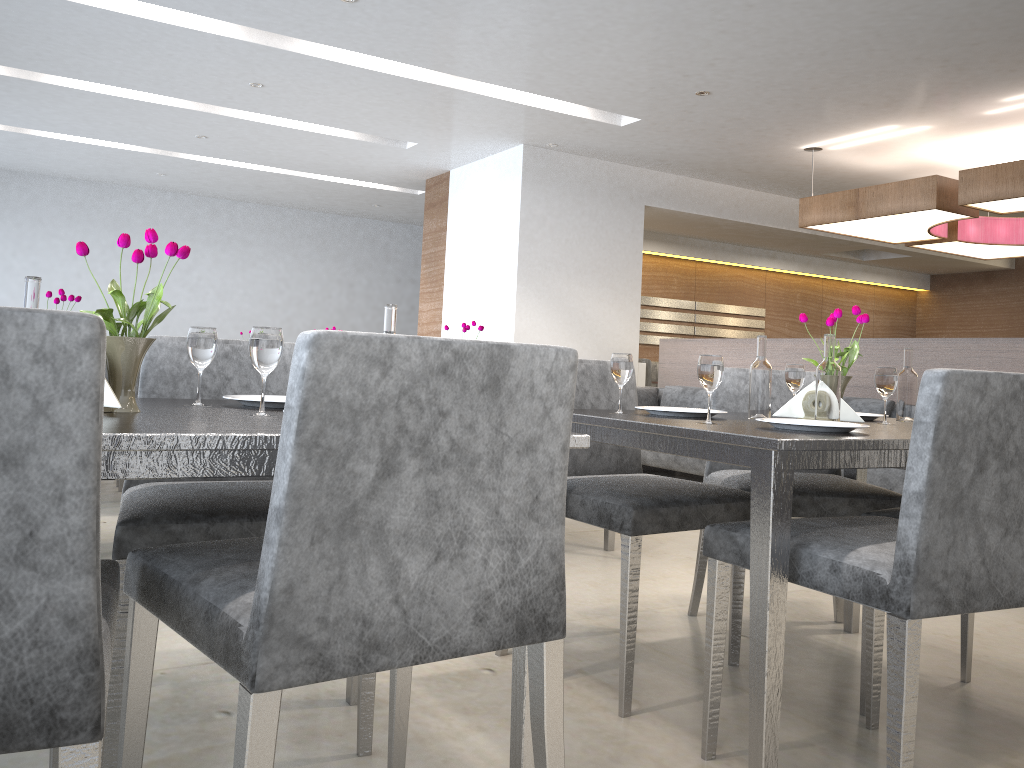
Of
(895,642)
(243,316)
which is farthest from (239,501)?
(243,316)

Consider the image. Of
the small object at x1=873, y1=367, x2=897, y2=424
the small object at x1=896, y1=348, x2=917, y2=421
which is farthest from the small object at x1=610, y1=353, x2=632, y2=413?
the small object at x1=896, y1=348, x2=917, y2=421

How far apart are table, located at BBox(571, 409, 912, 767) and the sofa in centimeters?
179cm

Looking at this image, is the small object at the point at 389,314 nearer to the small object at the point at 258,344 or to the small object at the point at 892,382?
the small object at the point at 258,344

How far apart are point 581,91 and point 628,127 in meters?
0.9

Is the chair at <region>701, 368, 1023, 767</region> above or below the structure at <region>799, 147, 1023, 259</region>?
below

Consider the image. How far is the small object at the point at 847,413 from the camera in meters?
2.0

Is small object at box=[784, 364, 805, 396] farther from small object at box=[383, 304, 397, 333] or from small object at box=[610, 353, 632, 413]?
small object at box=[383, 304, 397, 333]

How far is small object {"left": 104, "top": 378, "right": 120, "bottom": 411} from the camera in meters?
1.3 m

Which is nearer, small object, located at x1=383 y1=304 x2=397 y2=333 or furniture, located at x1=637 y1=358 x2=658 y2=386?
small object, located at x1=383 y1=304 x2=397 y2=333
